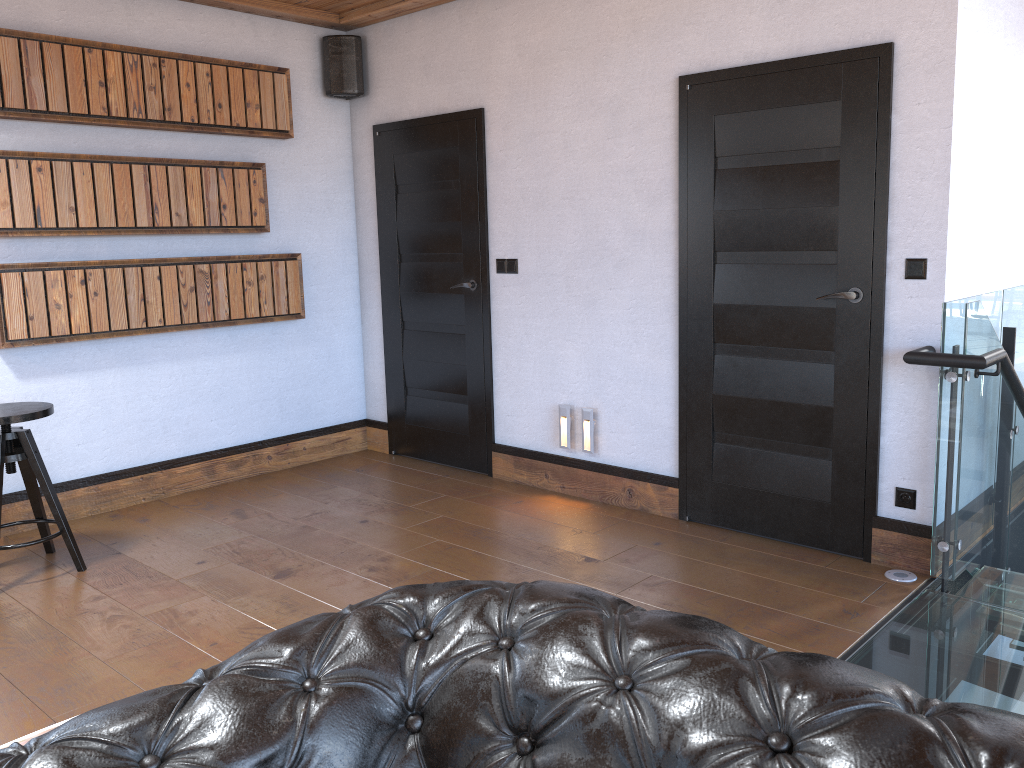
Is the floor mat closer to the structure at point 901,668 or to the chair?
the chair

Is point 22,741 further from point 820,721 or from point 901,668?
point 901,668

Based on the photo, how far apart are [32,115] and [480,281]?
2.3 meters

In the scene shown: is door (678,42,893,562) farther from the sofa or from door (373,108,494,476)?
the sofa

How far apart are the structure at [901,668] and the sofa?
1.74m

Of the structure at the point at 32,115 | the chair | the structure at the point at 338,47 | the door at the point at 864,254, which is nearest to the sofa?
the door at the point at 864,254

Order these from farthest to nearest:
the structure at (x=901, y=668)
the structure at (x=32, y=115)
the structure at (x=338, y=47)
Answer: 1. the structure at (x=338, y=47)
2. the structure at (x=32, y=115)
3. the structure at (x=901, y=668)

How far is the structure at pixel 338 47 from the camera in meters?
5.3

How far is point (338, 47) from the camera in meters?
5.3 m

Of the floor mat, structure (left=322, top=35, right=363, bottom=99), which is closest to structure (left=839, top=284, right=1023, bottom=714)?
the floor mat
